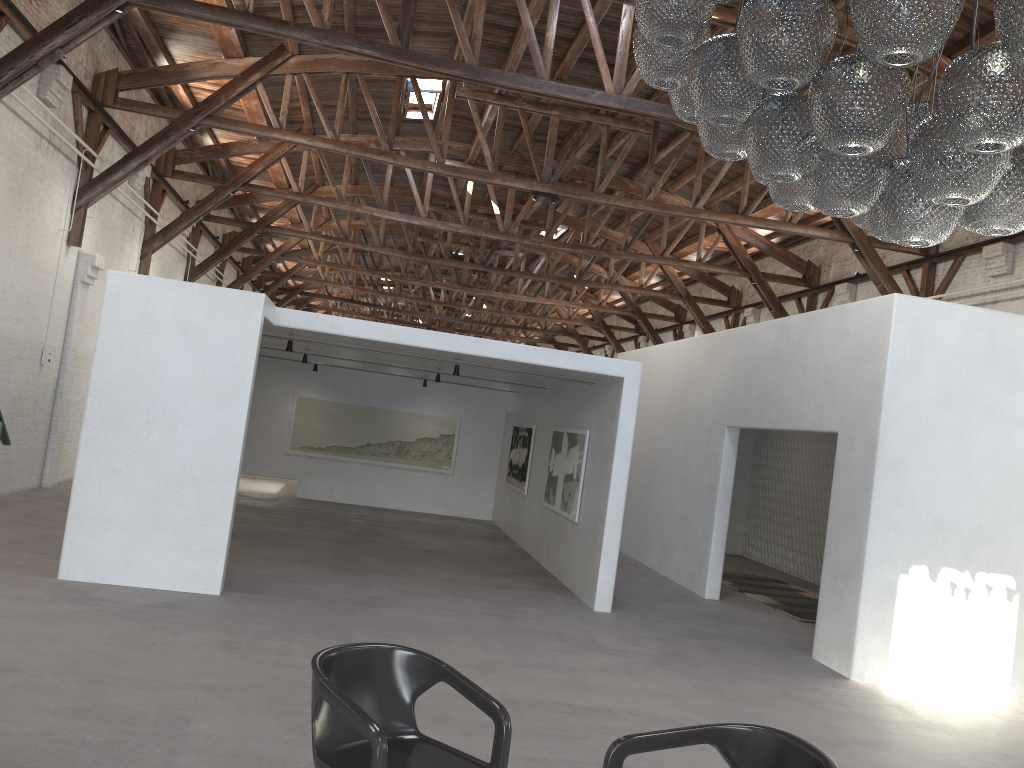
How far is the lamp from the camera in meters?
3.0

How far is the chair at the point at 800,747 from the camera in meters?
3.0

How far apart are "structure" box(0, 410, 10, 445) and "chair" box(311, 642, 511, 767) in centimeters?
184cm

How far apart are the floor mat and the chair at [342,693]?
7.5 meters

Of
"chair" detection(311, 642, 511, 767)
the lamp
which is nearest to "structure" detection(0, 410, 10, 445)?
"chair" detection(311, 642, 511, 767)

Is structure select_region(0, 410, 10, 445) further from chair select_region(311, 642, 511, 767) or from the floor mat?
the floor mat

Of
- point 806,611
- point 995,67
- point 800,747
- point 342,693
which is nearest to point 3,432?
point 342,693

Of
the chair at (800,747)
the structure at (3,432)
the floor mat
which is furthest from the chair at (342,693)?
the floor mat

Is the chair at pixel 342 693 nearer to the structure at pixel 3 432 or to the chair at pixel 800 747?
the chair at pixel 800 747

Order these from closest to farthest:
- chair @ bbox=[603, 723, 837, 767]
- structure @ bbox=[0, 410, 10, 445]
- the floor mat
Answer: chair @ bbox=[603, 723, 837, 767] < structure @ bbox=[0, 410, 10, 445] < the floor mat
